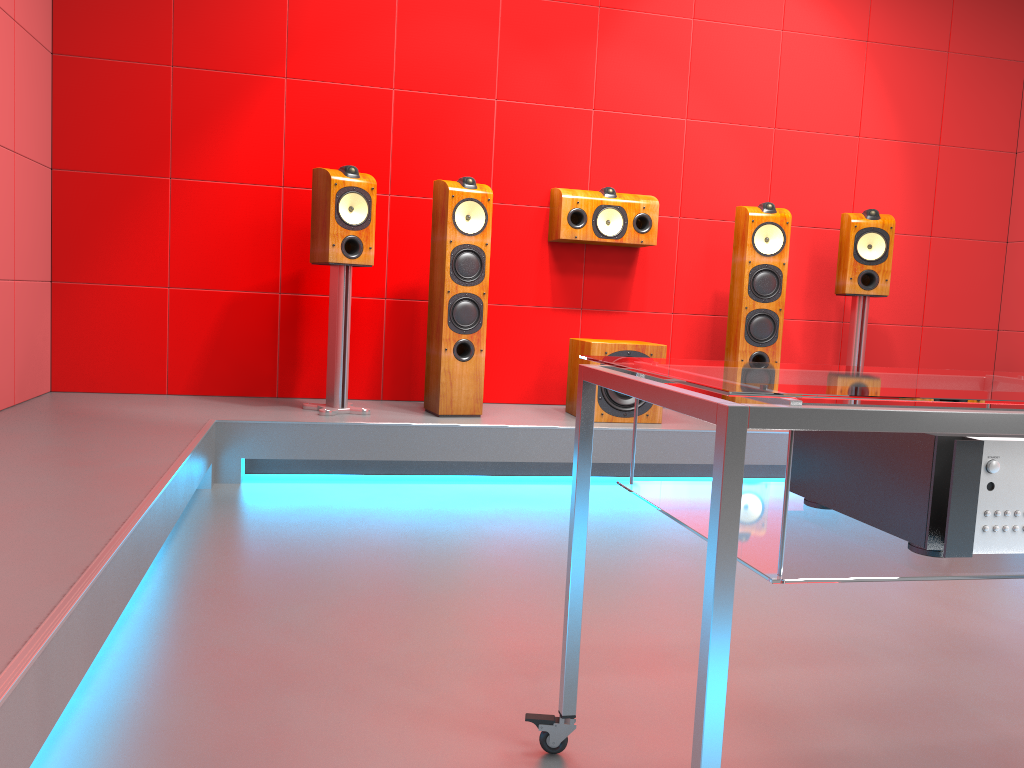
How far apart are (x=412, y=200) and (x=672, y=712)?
3.1 meters

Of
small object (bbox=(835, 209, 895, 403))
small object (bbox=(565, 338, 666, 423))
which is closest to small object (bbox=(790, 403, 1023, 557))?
small object (bbox=(565, 338, 666, 423))

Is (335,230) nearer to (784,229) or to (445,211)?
(445,211)

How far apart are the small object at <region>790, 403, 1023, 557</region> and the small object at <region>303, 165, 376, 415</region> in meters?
2.6

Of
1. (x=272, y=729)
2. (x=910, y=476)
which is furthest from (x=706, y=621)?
(x=272, y=729)

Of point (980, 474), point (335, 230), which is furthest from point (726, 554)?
point (335, 230)

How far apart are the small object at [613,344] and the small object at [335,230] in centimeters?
98cm

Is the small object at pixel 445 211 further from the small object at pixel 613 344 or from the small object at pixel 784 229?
the small object at pixel 784 229

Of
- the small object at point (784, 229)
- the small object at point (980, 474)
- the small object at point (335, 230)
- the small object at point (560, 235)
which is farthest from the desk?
the small object at point (560, 235)

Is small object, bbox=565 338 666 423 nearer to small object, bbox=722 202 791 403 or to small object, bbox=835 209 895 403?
small object, bbox=722 202 791 403
